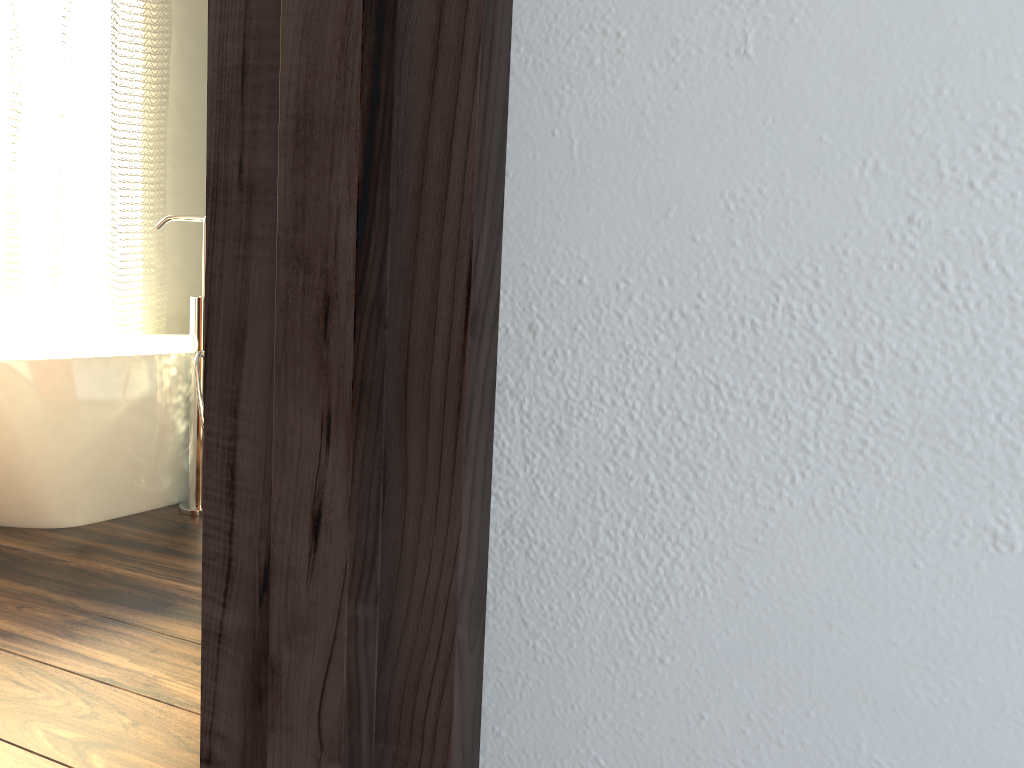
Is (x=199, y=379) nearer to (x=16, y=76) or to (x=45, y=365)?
(x=45, y=365)

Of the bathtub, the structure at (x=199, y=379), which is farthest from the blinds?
the structure at (x=199, y=379)

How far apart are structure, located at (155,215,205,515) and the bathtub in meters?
0.1

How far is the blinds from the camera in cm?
301

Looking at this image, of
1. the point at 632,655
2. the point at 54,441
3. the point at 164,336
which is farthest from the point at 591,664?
the point at 164,336

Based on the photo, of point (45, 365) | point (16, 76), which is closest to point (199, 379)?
point (45, 365)

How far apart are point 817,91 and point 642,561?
0.23m

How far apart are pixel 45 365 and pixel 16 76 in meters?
1.3 m

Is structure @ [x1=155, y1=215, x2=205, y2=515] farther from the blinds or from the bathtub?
the blinds

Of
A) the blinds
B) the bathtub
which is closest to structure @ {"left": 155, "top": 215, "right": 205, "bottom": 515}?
the bathtub
